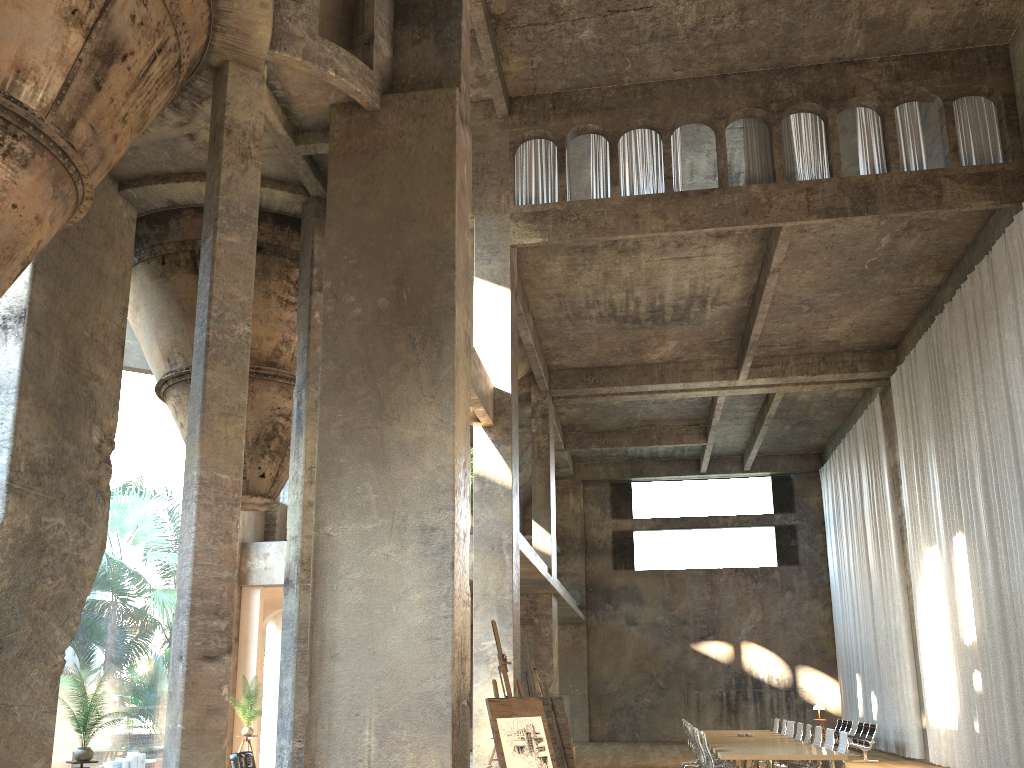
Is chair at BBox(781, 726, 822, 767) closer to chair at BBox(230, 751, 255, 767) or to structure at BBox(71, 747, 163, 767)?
chair at BBox(230, 751, 255, 767)

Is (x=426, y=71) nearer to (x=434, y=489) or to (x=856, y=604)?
(x=434, y=489)

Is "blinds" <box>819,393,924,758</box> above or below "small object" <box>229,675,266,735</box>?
above

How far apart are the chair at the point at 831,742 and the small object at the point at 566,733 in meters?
6.4

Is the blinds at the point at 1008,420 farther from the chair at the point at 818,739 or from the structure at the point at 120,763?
the structure at the point at 120,763

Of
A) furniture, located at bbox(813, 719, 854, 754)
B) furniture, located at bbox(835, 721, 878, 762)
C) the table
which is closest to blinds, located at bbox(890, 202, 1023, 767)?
furniture, located at bbox(835, 721, 878, 762)

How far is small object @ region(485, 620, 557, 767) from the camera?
5.9 meters

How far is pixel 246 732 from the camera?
12.8 meters

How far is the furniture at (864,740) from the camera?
19.12m

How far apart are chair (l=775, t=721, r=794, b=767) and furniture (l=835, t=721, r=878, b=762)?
4.2m
